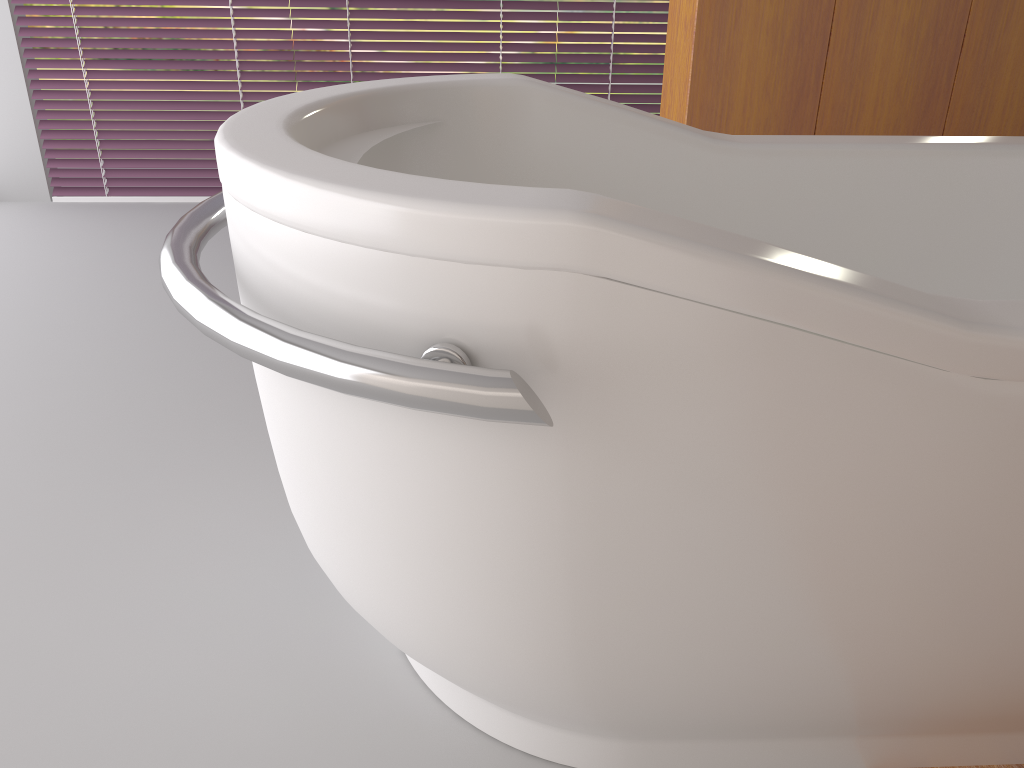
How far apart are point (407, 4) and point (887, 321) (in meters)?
2.82

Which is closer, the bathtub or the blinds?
the bathtub

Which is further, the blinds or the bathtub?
the blinds

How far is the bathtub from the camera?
0.7m

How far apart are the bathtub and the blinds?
1.9m

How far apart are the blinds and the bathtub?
1.9m

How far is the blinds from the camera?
3.1m
